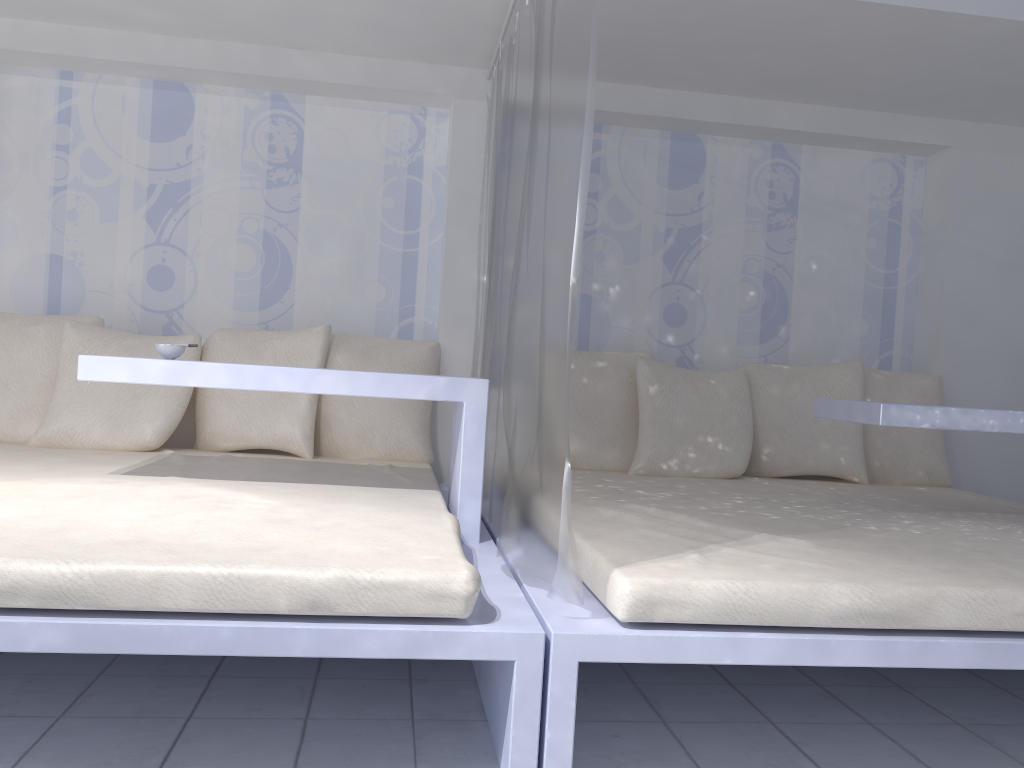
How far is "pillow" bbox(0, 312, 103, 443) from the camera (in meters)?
3.26

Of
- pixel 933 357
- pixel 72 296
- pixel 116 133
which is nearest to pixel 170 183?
pixel 116 133

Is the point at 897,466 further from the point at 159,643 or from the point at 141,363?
the point at 159,643

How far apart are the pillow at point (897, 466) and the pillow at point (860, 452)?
0.1m

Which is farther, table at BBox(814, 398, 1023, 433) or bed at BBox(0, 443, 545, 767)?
table at BBox(814, 398, 1023, 433)

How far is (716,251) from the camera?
4.0 meters

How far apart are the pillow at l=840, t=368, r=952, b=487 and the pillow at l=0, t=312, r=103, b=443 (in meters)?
3.12

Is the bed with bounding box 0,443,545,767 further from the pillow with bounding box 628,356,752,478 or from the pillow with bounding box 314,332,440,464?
the pillow with bounding box 628,356,752,478

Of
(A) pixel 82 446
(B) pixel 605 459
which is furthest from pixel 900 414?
(A) pixel 82 446

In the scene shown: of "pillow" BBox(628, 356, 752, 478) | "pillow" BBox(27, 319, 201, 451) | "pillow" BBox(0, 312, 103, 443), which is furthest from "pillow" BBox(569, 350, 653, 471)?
"pillow" BBox(0, 312, 103, 443)
